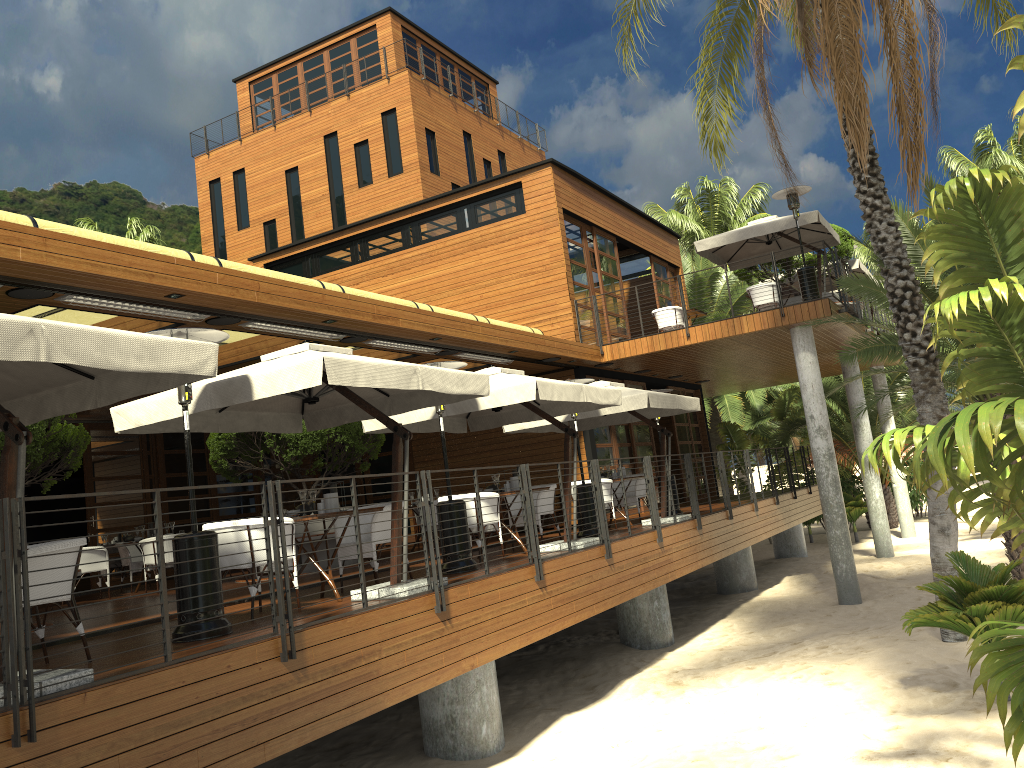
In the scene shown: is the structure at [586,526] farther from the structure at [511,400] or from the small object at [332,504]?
the small object at [332,504]

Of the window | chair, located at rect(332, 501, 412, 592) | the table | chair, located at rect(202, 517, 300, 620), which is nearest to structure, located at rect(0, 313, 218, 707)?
chair, located at rect(202, 517, 300, 620)

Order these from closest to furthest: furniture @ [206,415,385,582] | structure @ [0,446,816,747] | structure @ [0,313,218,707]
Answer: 1. structure @ [0,446,816,747]
2. structure @ [0,313,218,707]
3. furniture @ [206,415,385,582]

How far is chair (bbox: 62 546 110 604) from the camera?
12.6m

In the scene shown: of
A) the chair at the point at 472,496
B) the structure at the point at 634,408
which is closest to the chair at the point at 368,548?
the chair at the point at 472,496

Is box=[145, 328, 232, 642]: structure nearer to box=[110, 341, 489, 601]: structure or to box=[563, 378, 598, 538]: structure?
box=[110, 341, 489, 601]: structure

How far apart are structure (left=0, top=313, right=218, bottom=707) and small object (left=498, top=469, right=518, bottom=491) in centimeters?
550cm

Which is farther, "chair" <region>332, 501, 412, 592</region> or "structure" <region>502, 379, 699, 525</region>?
"structure" <region>502, 379, 699, 525</region>

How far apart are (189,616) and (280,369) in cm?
186

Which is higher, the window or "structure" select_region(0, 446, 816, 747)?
the window
